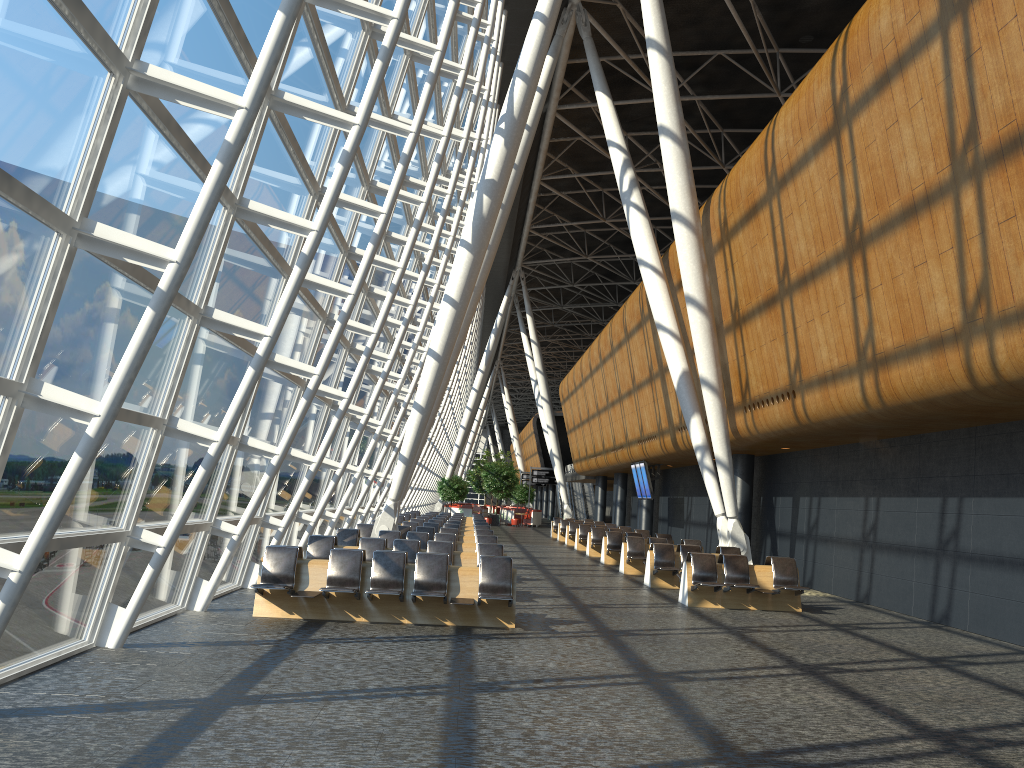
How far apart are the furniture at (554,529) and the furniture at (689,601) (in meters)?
23.09

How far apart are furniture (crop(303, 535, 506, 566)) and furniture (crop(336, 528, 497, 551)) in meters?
2.5 m

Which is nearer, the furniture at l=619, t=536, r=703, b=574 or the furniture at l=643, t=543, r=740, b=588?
the furniture at l=643, t=543, r=740, b=588

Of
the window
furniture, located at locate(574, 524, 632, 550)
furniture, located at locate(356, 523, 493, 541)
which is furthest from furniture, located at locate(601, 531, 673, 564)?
the window

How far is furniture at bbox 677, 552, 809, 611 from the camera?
14.2m

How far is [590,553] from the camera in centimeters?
2605cm

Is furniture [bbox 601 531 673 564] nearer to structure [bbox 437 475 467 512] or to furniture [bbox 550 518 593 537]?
furniture [bbox 550 518 593 537]

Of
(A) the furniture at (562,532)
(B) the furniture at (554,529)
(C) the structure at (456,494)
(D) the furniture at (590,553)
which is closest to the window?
(D) the furniture at (590,553)

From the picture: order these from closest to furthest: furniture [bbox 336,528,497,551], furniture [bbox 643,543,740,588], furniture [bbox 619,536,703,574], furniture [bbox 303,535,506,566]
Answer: furniture [bbox 303,535,506,566]
furniture [bbox 336,528,497,551]
furniture [bbox 643,543,740,588]
furniture [bbox 619,536,703,574]

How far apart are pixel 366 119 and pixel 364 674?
5.32m
